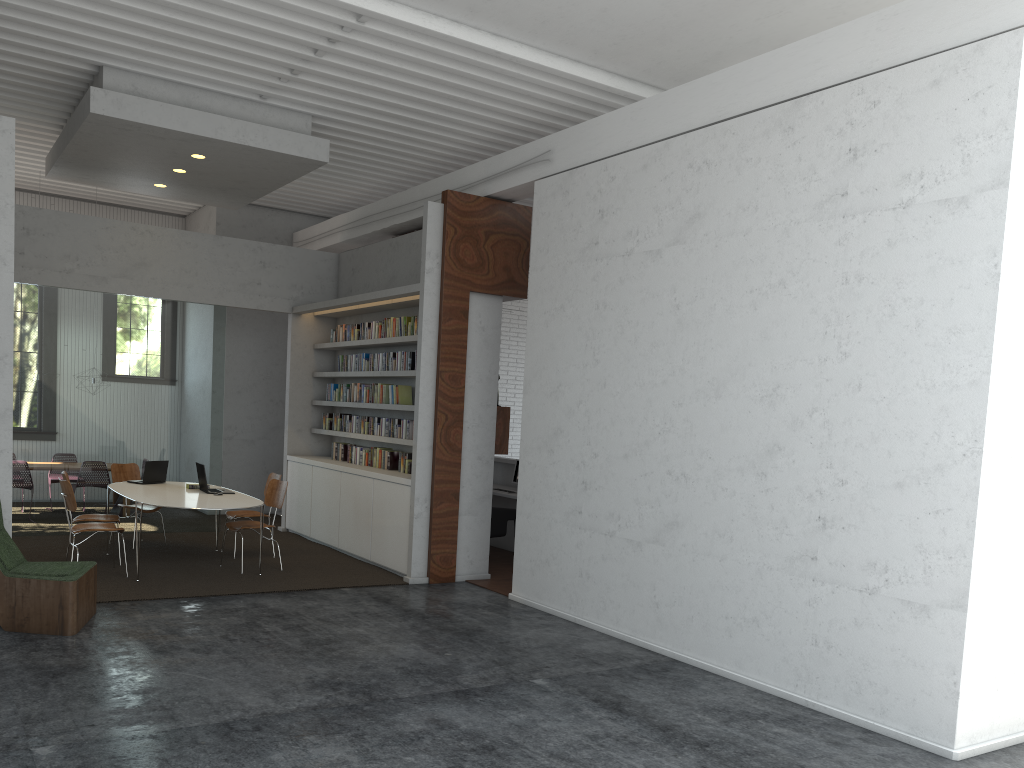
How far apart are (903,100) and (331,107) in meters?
5.3

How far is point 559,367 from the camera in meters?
7.8
